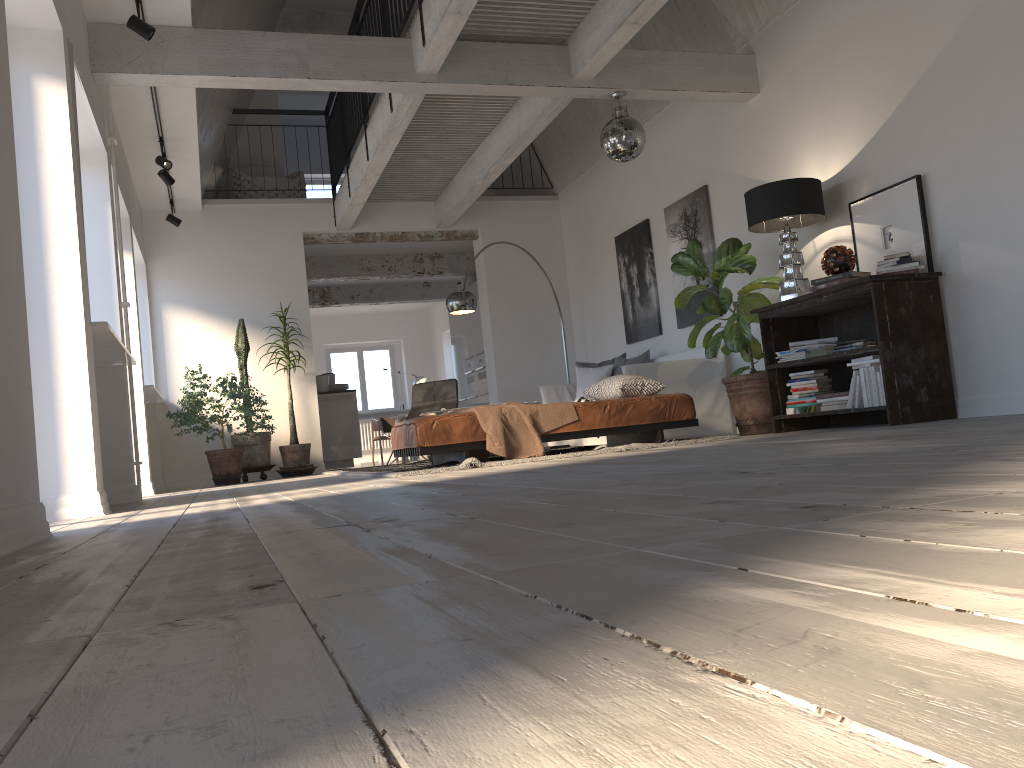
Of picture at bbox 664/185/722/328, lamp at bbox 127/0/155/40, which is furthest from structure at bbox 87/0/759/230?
picture at bbox 664/185/722/328

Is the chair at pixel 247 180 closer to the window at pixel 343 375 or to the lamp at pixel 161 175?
the lamp at pixel 161 175

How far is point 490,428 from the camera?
5.63m

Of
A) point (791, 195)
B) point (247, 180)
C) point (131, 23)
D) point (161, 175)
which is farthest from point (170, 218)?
point (791, 195)

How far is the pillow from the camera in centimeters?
867cm

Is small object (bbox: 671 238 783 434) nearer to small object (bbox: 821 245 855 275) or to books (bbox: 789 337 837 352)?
books (bbox: 789 337 837 352)

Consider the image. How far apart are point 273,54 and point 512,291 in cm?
524

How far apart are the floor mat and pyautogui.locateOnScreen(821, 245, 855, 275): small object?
1.4 meters

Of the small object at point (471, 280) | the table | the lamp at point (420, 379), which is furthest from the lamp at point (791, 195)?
the lamp at point (420, 379)

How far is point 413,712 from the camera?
0.5 meters
